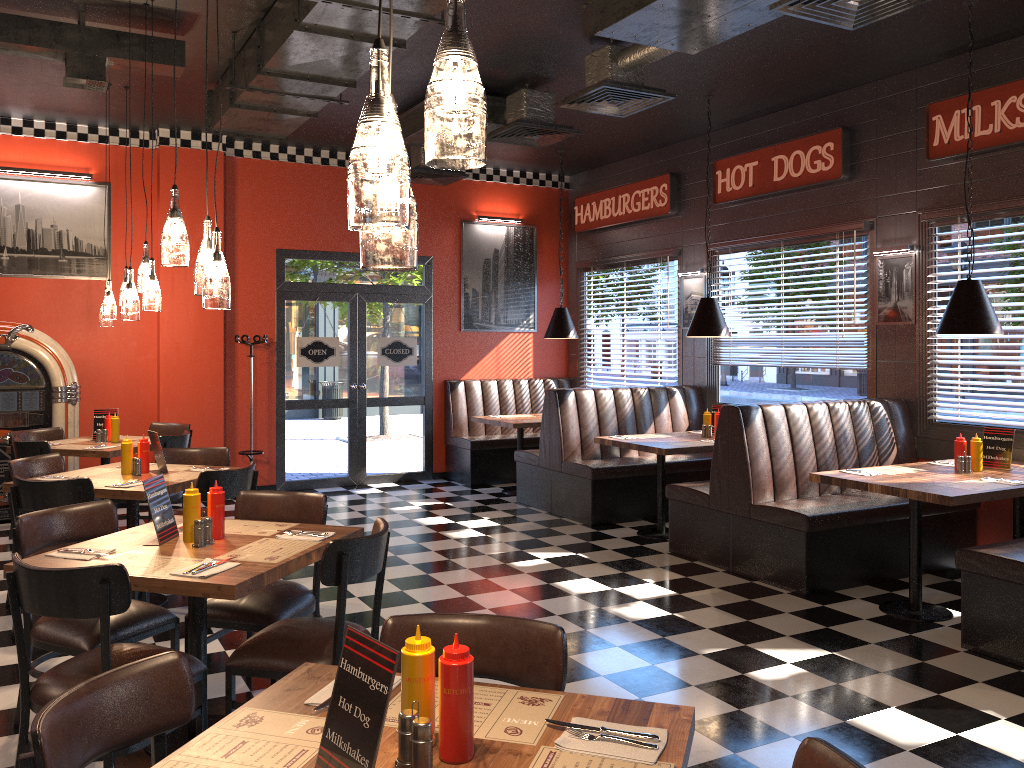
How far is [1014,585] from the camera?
4.4 meters

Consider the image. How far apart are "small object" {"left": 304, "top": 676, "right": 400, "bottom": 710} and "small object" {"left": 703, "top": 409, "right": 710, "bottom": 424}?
5.8 meters

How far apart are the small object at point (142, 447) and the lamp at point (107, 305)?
2.1 meters

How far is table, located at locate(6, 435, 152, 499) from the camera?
6.57m

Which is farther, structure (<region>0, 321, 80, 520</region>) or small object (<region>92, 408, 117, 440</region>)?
structure (<region>0, 321, 80, 520</region>)

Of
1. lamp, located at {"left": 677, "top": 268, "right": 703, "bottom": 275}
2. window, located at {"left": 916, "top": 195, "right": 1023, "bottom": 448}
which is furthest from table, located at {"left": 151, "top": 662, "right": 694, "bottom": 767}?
lamp, located at {"left": 677, "top": 268, "right": 703, "bottom": 275}

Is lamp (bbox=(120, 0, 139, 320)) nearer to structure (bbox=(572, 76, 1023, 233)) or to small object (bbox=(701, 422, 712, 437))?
small object (bbox=(701, 422, 712, 437))

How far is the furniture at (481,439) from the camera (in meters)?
9.80

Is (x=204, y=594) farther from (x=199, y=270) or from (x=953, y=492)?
(x=953, y=492)

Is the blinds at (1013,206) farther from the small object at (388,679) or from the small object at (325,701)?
the small object at (388,679)
